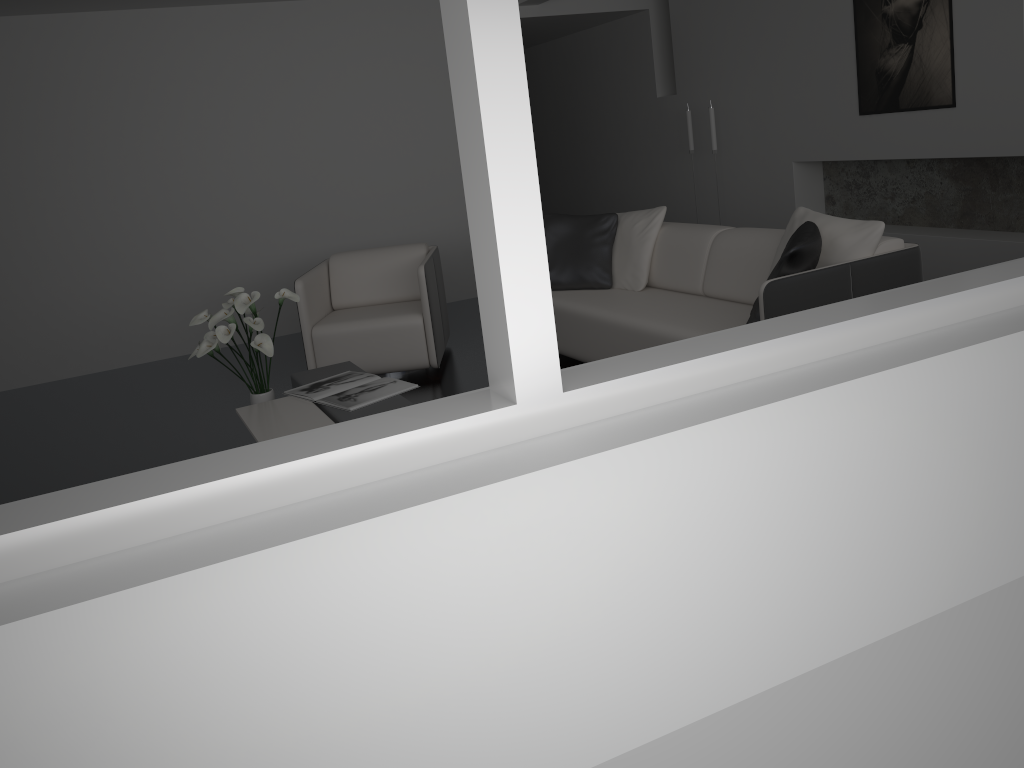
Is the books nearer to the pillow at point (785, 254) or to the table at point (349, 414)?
the table at point (349, 414)

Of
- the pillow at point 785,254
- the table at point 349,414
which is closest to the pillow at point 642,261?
the pillow at point 785,254

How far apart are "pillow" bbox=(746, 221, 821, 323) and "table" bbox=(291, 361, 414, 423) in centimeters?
145cm

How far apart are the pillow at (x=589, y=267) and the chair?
0.7m

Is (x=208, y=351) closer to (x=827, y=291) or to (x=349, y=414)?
(x=349, y=414)

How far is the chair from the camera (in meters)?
5.02

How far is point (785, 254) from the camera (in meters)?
3.39

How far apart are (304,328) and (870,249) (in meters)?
3.02

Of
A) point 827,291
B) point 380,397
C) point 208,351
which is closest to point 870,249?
point 827,291

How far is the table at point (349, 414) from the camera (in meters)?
3.54
